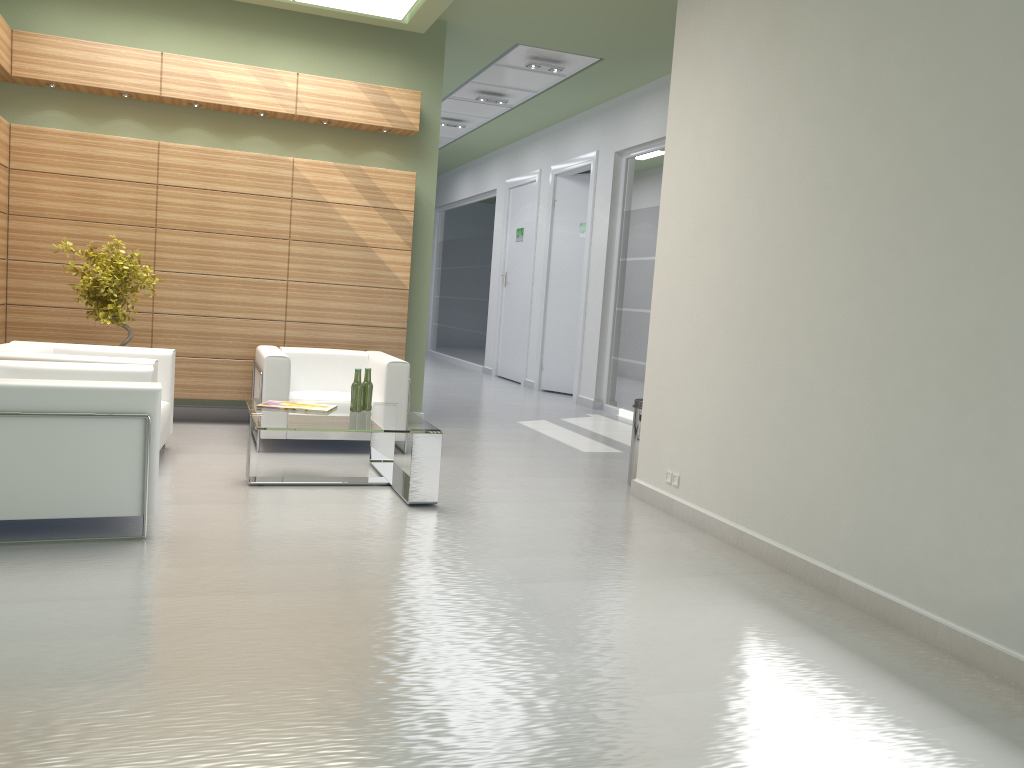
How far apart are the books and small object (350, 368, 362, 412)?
0.3 meters

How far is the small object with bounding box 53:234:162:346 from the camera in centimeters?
1076cm

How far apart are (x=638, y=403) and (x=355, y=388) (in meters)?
3.32

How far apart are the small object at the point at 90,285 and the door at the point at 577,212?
11.2m

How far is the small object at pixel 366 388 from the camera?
9.74m

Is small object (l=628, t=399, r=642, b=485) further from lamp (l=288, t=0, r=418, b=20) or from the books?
lamp (l=288, t=0, r=418, b=20)

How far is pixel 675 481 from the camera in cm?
920

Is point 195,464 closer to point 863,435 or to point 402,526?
point 402,526

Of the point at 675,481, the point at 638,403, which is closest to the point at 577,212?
the point at 638,403

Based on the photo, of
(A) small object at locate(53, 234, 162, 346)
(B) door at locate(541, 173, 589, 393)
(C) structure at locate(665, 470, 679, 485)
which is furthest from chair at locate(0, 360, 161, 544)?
(B) door at locate(541, 173, 589, 393)
